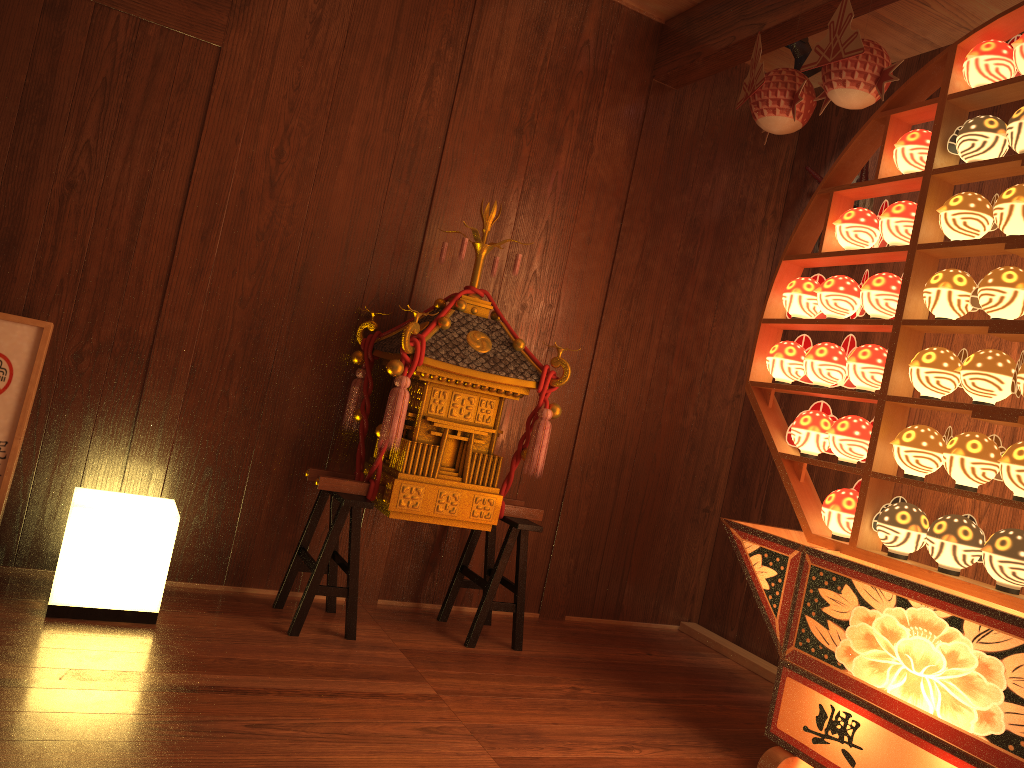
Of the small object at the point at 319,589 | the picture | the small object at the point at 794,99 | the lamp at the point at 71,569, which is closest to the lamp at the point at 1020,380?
the small object at the point at 794,99

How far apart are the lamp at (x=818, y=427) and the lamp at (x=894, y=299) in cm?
34

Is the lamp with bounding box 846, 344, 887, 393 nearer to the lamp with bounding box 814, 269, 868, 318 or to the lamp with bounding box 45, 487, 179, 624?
the lamp with bounding box 814, 269, 868, 318

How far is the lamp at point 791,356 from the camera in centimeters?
287cm

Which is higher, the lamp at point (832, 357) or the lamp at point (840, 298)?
the lamp at point (840, 298)

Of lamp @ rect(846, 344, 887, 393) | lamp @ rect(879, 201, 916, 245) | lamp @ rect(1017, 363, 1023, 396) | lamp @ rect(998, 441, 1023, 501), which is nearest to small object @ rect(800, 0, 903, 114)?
lamp @ rect(879, 201, 916, 245)

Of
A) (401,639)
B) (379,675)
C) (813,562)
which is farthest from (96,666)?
(813,562)

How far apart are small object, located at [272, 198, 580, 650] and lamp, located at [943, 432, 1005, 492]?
1.17m

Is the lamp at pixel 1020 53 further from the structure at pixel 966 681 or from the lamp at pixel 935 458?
the lamp at pixel 935 458

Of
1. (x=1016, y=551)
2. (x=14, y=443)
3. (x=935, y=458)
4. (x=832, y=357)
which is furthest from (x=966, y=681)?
(x=14, y=443)
